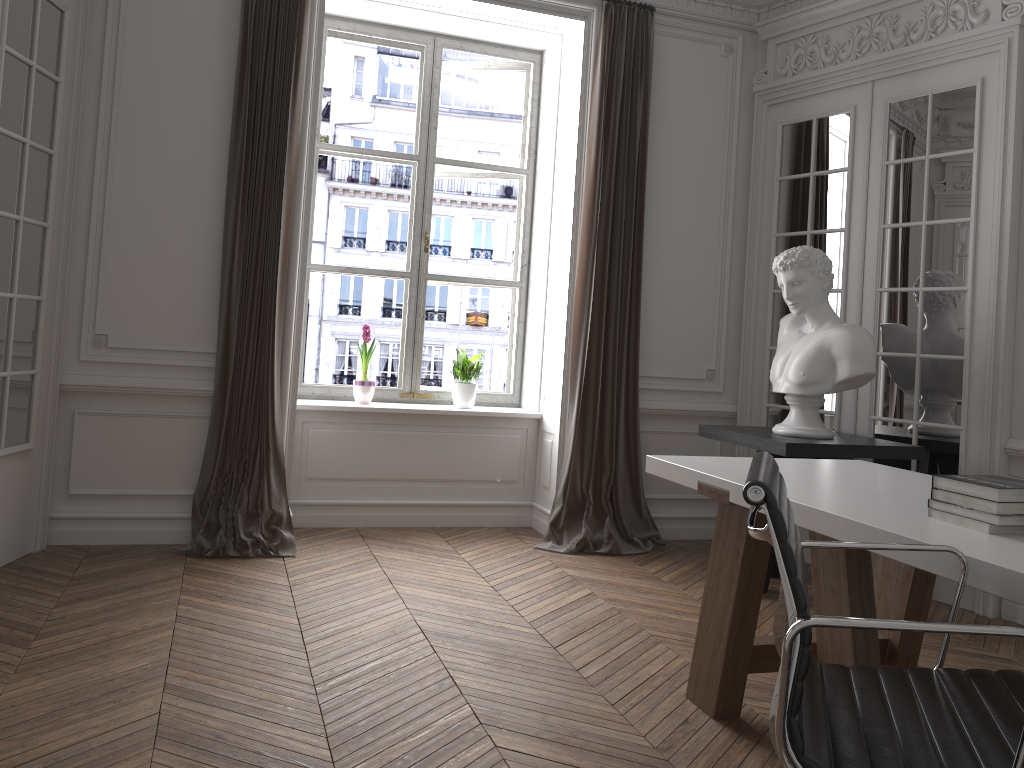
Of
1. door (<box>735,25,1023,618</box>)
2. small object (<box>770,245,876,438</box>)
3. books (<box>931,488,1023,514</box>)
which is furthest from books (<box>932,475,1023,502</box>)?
door (<box>735,25,1023,618</box>)

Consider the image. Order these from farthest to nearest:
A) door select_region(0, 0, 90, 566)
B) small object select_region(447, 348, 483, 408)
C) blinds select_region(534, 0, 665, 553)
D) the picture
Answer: the picture, small object select_region(447, 348, 483, 408), blinds select_region(534, 0, 665, 553), door select_region(0, 0, 90, 566)

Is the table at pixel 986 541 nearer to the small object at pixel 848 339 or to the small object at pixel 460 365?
the small object at pixel 848 339

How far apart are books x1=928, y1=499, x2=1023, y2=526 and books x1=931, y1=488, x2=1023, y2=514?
0.0m

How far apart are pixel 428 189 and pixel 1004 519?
4.1 meters

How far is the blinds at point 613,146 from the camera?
4.95m

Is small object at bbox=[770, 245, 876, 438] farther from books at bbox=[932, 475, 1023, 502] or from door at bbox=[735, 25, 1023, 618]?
books at bbox=[932, 475, 1023, 502]

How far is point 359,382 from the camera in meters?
5.2 m

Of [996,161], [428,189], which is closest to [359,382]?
[428,189]

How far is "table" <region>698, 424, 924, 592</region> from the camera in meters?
3.9 m
